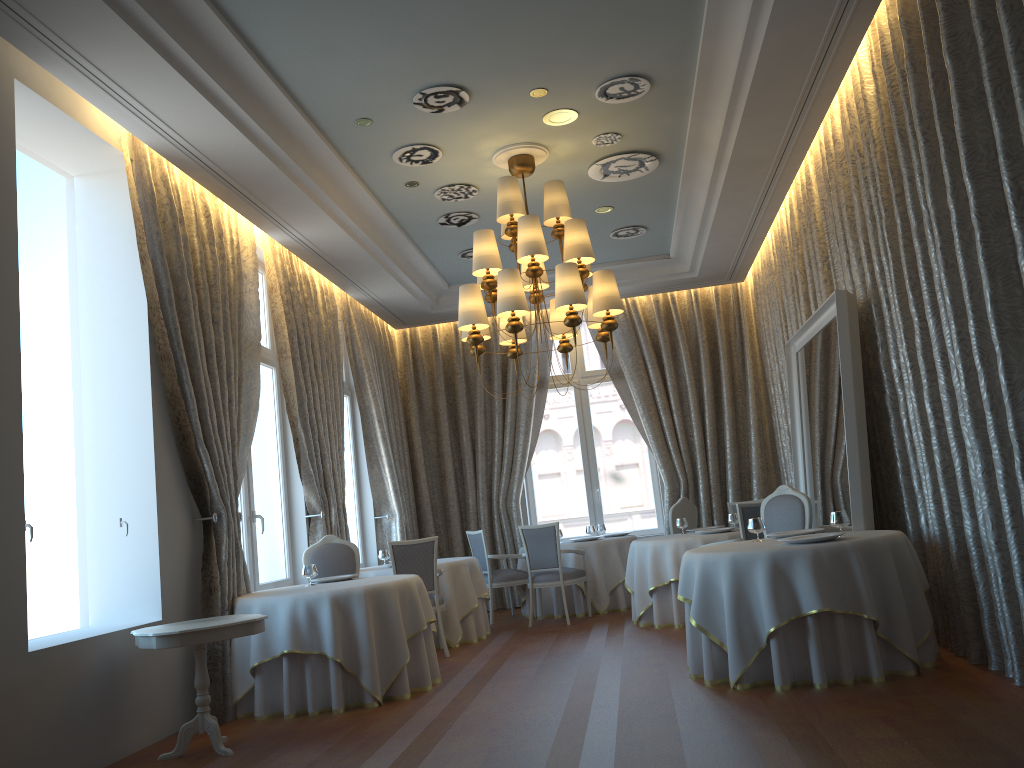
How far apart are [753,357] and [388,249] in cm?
534

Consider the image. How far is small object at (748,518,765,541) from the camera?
6.38m

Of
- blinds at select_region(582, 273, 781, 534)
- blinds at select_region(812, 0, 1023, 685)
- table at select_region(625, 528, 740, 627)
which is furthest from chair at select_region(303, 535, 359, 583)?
blinds at select_region(582, 273, 781, 534)

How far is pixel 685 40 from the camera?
6.1 meters

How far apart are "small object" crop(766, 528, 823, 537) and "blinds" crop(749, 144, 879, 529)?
2.54m

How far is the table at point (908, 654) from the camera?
5.3m

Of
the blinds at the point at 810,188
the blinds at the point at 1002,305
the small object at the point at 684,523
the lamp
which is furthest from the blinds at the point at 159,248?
the blinds at the point at 810,188

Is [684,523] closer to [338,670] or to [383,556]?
[383,556]

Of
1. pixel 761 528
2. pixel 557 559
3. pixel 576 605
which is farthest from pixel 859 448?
pixel 576 605

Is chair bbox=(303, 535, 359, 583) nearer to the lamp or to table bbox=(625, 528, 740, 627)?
the lamp
